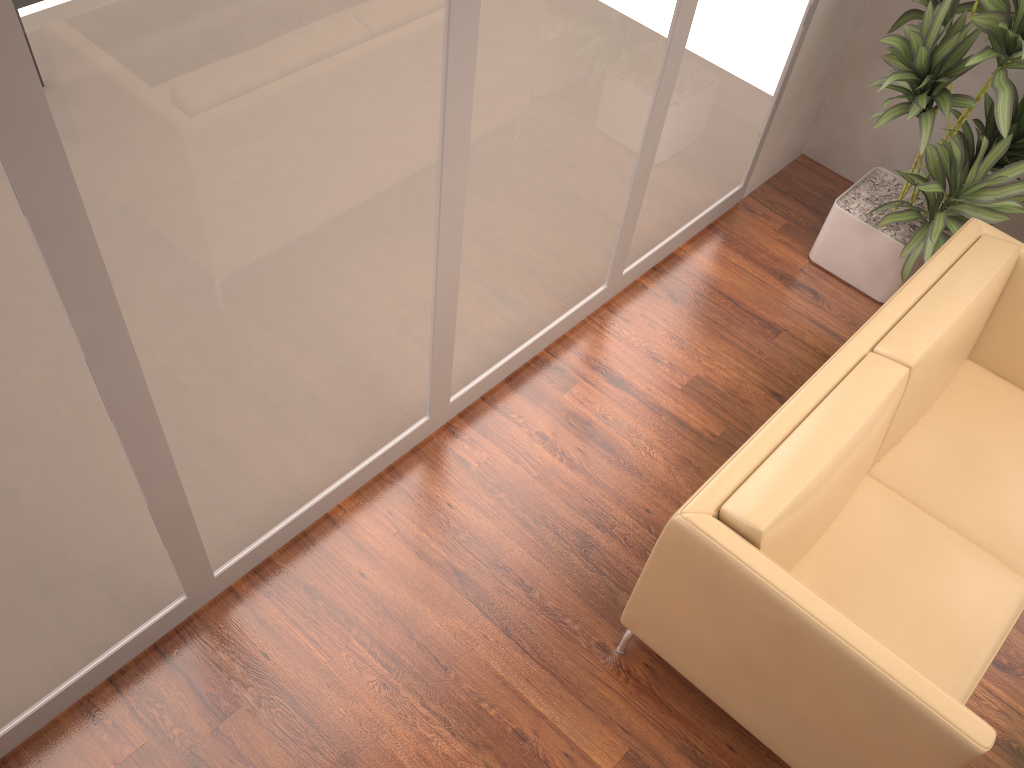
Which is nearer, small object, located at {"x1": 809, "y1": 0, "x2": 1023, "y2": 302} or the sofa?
the sofa

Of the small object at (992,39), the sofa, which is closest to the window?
the small object at (992,39)

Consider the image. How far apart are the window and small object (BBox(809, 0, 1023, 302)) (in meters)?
0.36

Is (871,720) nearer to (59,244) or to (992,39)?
(59,244)

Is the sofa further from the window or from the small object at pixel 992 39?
the window

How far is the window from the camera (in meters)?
1.60

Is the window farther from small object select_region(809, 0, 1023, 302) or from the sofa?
the sofa

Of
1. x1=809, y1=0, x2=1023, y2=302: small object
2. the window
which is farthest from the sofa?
the window

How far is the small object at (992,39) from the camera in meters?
3.1 m

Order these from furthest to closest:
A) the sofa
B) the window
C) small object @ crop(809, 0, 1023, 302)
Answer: small object @ crop(809, 0, 1023, 302) → the sofa → the window
